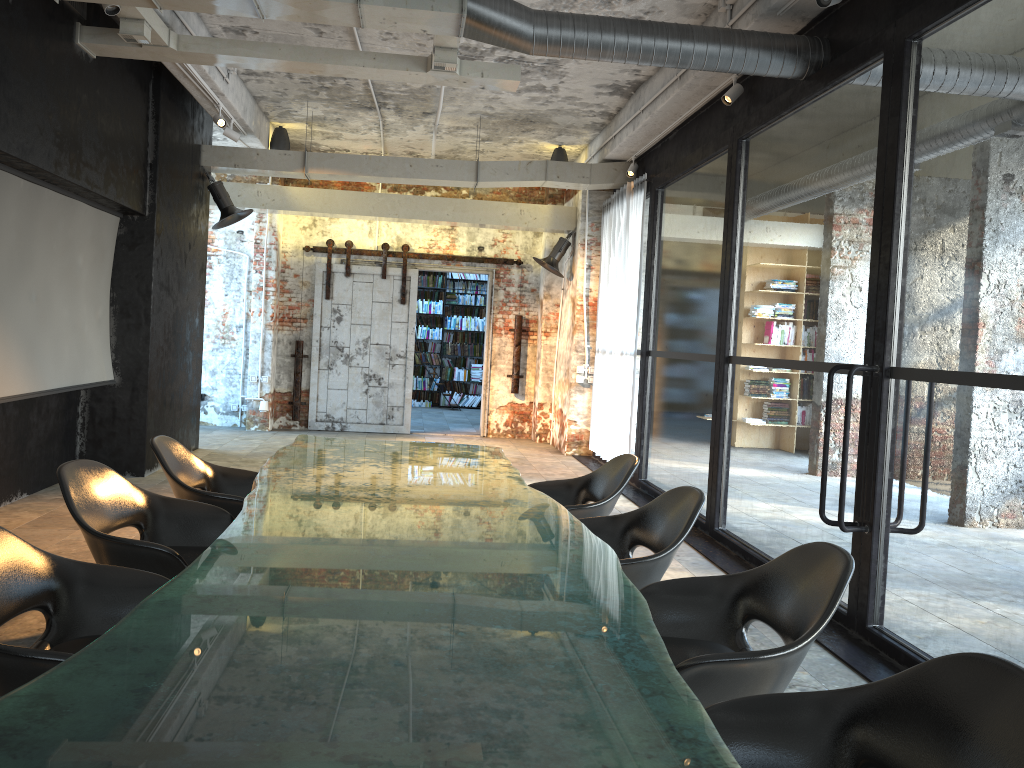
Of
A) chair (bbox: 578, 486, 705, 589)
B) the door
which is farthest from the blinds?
chair (bbox: 578, 486, 705, 589)

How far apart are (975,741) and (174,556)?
2.64m

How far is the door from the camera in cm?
1249

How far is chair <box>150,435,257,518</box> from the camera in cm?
421

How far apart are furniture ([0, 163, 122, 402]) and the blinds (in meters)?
4.95

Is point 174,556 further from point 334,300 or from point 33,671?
point 334,300

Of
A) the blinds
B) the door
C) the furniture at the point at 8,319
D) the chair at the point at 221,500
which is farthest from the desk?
the door

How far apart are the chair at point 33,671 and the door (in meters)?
9.74

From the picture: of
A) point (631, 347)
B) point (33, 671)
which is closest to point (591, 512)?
point (33, 671)

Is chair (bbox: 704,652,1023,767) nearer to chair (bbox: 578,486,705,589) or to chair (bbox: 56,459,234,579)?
chair (bbox: 578,486,705,589)
